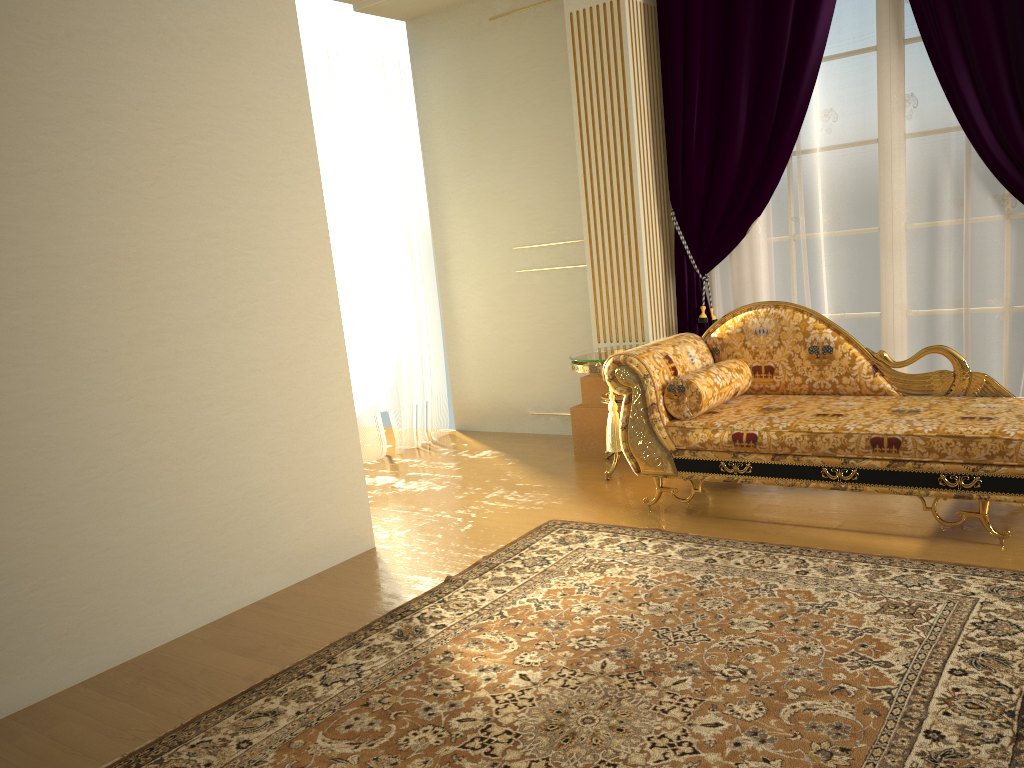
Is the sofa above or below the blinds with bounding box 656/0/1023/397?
below

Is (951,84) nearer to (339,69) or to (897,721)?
(897,721)

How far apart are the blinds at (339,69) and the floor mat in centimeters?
205cm

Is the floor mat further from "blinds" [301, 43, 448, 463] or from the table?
"blinds" [301, 43, 448, 463]

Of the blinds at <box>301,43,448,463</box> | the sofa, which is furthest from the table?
the blinds at <box>301,43,448,463</box>

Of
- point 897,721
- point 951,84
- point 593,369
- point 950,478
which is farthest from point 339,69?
point 897,721

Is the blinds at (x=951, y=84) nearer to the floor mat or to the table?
the table

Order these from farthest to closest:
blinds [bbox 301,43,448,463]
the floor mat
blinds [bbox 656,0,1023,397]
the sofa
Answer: blinds [bbox 301,43,448,463], blinds [bbox 656,0,1023,397], the sofa, the floor mat

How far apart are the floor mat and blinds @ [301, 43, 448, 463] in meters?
2.1

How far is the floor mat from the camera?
2.1m
